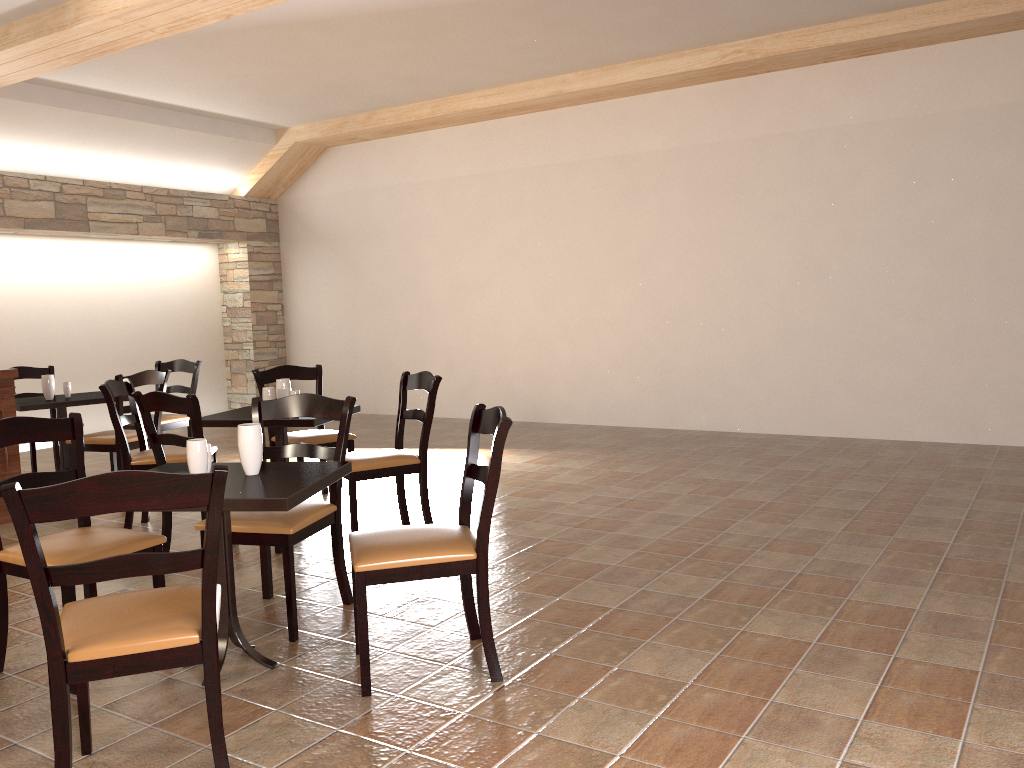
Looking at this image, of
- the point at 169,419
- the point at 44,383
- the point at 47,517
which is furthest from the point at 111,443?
the point at 47,517

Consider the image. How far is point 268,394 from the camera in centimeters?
479cm

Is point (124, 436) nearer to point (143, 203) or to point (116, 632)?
point (116, 632)

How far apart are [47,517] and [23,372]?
5.45m

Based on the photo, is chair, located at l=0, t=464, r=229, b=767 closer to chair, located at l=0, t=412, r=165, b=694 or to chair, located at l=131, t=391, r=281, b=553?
chair, located at l=0, t=412, r=165, b=694

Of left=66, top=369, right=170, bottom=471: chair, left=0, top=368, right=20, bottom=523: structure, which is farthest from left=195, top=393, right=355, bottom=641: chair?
left=0, top=368, right=20, bottom=523: structure

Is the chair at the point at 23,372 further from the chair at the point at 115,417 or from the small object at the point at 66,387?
the chair at the point at 115,417

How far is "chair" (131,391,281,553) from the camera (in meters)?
3.95

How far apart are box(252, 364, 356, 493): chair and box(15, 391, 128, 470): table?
1.4 meters

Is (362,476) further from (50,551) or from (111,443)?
(111,443)
